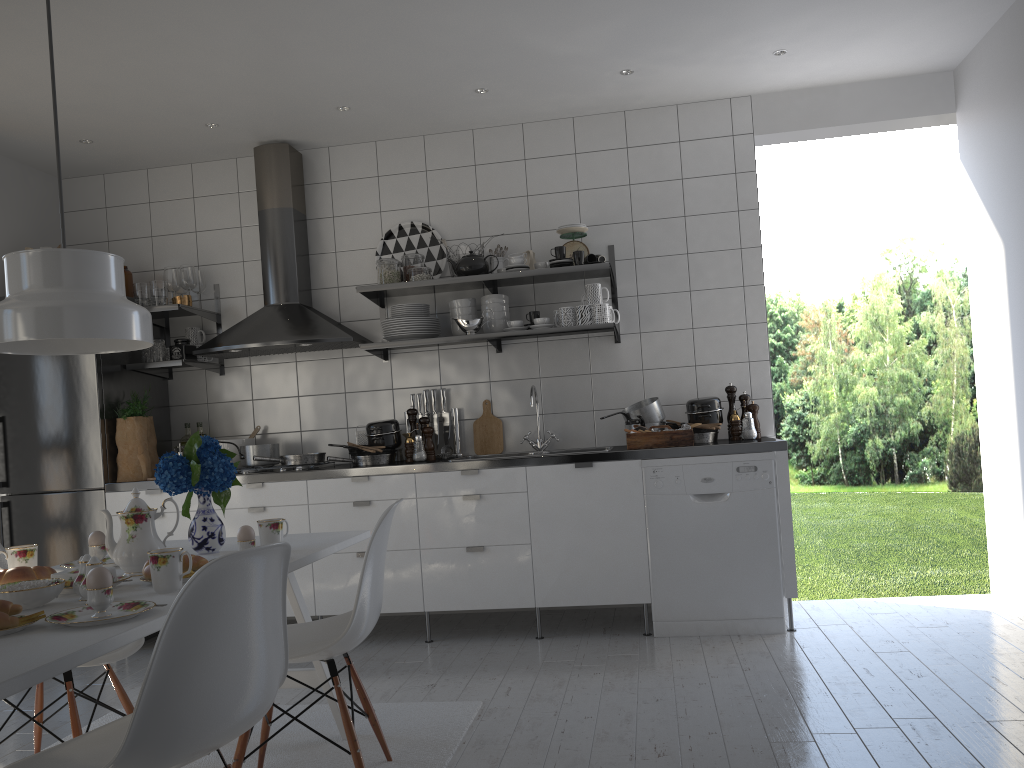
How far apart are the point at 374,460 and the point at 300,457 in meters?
0.4 m

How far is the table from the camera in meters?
1.4 m

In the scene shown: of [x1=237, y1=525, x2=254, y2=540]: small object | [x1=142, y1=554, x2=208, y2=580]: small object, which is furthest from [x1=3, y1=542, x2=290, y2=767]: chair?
[x1=237, y1=525, x2=254, y2=540]: small object

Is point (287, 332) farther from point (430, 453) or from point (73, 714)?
point (73, 714)

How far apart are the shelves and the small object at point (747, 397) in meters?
0.6 m

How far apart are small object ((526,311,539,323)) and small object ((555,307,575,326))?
0.20m

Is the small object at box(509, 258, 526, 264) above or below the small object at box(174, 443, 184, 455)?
above

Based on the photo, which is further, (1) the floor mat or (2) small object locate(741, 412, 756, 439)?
(2) small object locate(741, 412, 756, 439)

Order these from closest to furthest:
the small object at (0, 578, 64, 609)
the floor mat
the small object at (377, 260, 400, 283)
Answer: the small object at (0, 578, 64, 609)
the floor mat
the small object at (377, 260, 400, 283)

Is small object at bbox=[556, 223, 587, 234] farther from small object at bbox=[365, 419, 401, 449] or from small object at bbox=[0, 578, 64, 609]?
small object at bbox=[0, 578, 64, 609]
